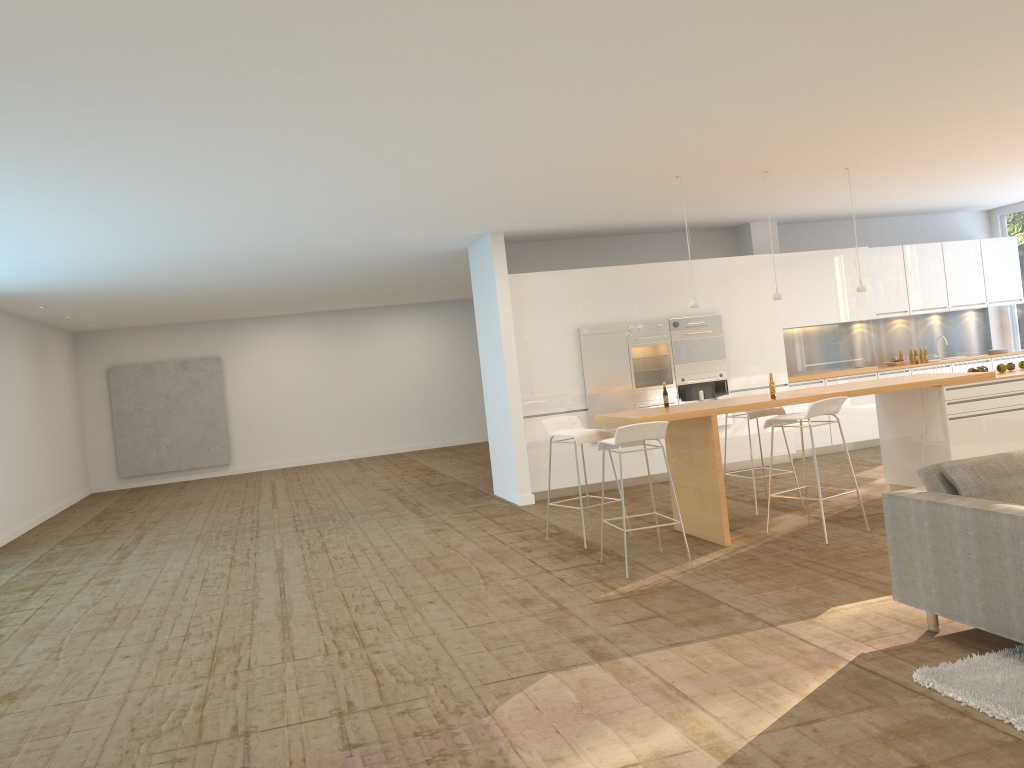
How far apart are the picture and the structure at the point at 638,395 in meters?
9.8

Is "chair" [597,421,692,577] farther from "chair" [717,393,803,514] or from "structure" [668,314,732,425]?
"structure" [668,314,732,425]

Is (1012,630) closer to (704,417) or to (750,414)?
(704,417)

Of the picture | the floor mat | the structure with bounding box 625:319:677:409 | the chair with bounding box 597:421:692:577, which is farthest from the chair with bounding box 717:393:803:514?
the picture

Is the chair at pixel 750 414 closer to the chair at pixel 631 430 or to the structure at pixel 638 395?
the chair at pixel 631 430

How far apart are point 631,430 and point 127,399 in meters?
13.2 m

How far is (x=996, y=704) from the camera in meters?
3.4

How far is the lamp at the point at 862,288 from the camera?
8.0m

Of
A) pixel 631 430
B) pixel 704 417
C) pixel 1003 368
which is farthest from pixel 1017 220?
pixel 631 430

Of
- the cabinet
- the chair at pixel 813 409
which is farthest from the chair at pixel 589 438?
the cabinet
